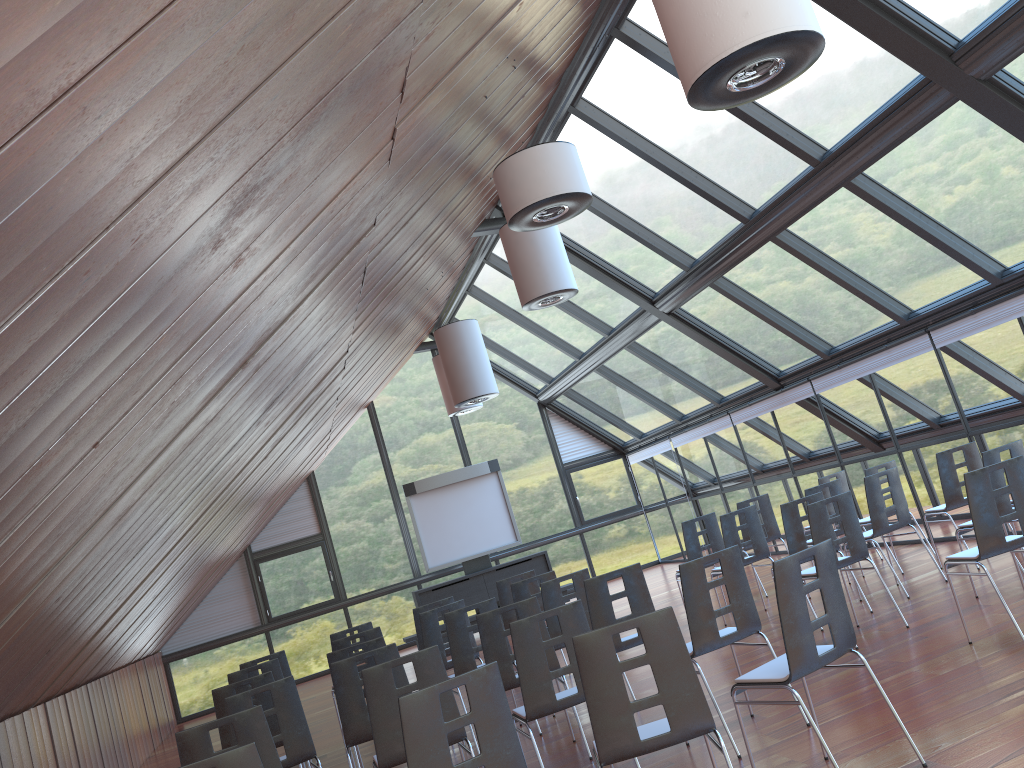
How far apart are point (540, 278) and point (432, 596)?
8.2 meters

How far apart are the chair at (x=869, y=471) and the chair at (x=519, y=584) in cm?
381

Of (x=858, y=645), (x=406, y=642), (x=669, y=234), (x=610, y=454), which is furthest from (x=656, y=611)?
(x=610, y=454)

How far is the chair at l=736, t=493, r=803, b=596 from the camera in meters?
11.2

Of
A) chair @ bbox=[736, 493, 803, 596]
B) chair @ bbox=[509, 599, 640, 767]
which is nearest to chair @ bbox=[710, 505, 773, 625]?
chair @ bbox=[736, 493, 803, 596]

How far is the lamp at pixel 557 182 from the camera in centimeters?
640cm

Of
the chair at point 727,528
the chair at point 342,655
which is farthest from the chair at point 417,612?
the chair at point 727,528

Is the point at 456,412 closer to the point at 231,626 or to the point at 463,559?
the point at 463,559

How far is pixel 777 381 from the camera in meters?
13.4 m

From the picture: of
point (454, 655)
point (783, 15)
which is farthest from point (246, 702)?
point (783, 15)
